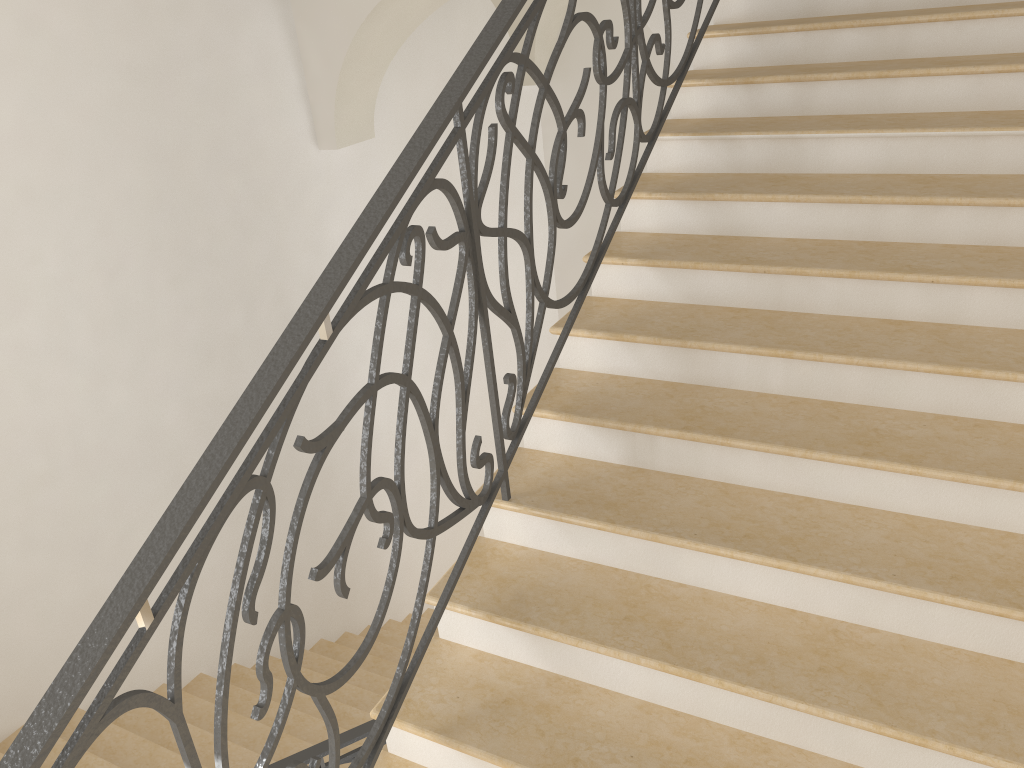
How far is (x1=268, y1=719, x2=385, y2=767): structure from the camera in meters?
3.2

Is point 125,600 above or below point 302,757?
above

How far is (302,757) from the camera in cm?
317

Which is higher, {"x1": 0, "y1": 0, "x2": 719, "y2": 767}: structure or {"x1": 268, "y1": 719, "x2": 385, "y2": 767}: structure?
{"x1": 0, "y1": 0, "x2": 719, "y2": 767}: structure

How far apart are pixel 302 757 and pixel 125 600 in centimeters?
194cm

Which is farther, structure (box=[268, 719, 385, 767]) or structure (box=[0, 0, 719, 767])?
structure (box=[268, 719, 385, 767])

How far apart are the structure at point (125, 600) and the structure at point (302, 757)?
1.1m

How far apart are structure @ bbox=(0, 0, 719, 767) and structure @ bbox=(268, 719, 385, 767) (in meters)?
1.07

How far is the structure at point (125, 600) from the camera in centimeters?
149cm
